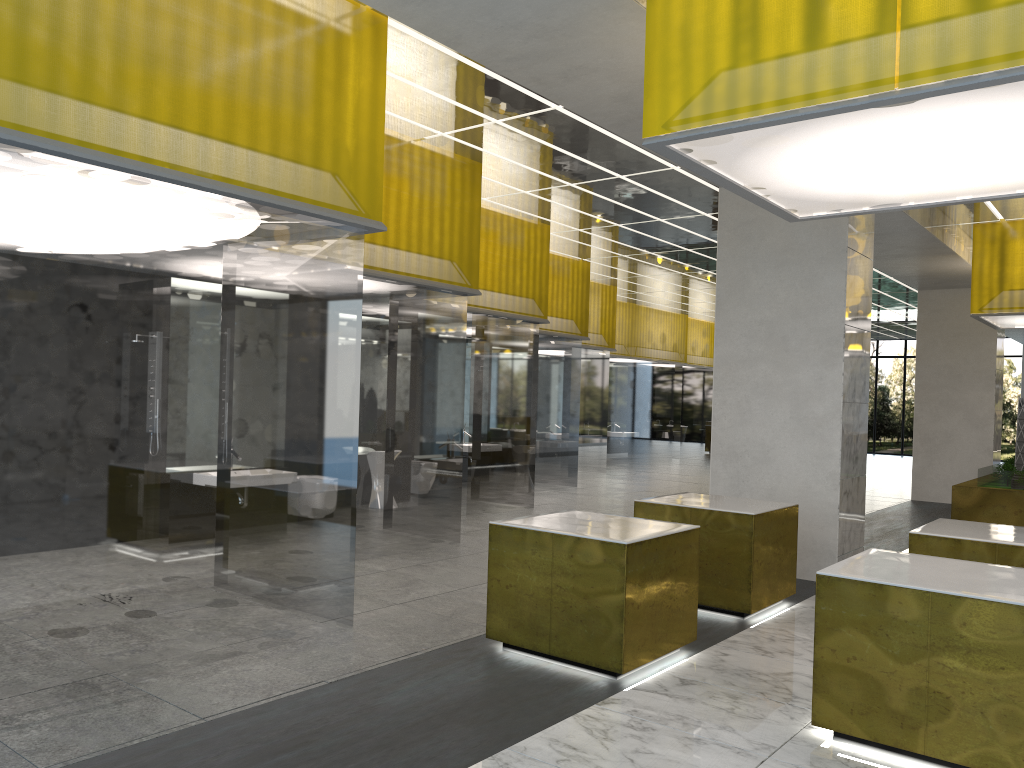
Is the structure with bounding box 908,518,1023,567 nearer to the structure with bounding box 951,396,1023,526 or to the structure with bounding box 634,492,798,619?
the structure with bounding box 634,492,798,619

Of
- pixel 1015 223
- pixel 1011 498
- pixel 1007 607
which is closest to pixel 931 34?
pixel 1007 607

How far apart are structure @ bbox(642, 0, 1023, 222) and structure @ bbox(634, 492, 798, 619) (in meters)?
3.28

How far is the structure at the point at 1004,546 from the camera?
8.38m

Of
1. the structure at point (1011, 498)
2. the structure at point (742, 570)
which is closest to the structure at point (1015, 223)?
the structure at point (1011, 498)

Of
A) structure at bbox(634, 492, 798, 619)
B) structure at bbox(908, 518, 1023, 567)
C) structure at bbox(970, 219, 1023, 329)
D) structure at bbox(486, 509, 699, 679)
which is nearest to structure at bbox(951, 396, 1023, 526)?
structure at bbox(970, 219, 1023, 329)

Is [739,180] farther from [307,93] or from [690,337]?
[690,337]

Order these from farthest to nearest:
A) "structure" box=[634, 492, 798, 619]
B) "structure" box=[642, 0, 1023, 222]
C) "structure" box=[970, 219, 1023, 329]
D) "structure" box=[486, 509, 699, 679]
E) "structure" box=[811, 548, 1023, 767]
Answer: "structure" box=[970, 219, 1023, 329], "structure" box=[634, 492, 798, 619], "structure" box=[486, 509, 699, 679], "structure" box=[811, 548, 1023, 767], "structure" box=[642, 0, 1023, 222]

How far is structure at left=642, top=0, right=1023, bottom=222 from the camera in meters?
5.5 m

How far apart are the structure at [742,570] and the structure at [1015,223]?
10.2m
